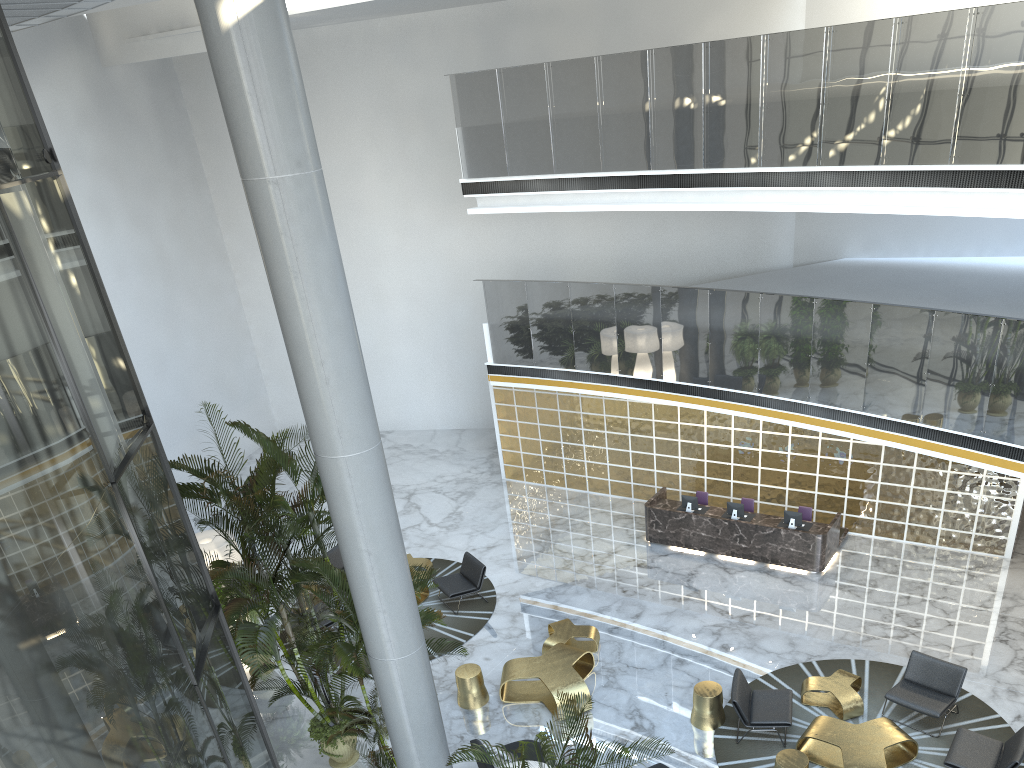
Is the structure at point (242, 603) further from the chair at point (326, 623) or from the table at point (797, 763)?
the table at point (797, 763)

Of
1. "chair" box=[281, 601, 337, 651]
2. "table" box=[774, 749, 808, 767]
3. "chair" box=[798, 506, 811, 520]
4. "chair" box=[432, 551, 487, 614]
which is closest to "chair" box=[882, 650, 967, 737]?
"table" box=[774, 749, 808, 767]

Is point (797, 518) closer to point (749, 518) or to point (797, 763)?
point (749, 518)

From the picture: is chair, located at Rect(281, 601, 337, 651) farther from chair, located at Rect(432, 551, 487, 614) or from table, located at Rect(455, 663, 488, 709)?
table, located at Rect(455, 663, 488, 709)

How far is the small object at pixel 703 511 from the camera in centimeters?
1420cm

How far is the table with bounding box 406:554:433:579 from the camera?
14.1 meters

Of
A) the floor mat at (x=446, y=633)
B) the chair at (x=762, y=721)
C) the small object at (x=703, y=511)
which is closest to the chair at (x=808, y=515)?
the small object at (x=703, y=511)

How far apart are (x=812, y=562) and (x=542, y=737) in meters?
8.9 m

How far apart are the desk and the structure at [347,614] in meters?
6.6 m

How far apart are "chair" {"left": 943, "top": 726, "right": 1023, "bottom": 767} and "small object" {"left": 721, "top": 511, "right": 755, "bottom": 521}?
5.1m
